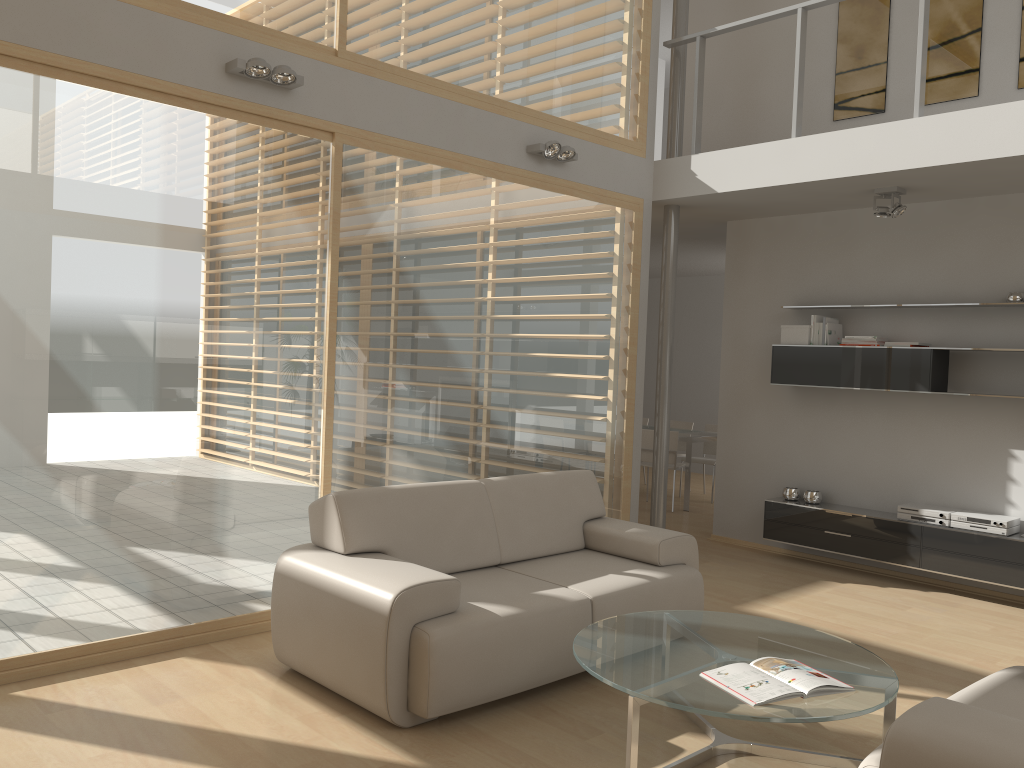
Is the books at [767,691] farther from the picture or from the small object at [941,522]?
the picture

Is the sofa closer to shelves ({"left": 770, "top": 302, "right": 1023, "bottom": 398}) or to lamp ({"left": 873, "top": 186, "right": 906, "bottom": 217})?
shelves ({"left": 770, "top": 302, "right": 1023, "bottom": 398})

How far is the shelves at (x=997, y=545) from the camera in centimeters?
567cm

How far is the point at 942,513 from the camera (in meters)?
5.95

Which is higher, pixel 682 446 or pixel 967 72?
pixel 967 72

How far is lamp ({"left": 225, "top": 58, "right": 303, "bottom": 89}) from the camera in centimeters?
425cm

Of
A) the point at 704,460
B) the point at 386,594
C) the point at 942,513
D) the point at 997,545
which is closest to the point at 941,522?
the point at 942,513

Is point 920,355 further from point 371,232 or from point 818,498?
point 371,232

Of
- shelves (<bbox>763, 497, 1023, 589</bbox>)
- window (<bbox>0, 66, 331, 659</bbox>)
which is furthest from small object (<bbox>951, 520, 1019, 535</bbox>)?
window (<bbox>0, 66, 331, 659</bbox>)

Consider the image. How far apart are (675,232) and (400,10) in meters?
2.8
